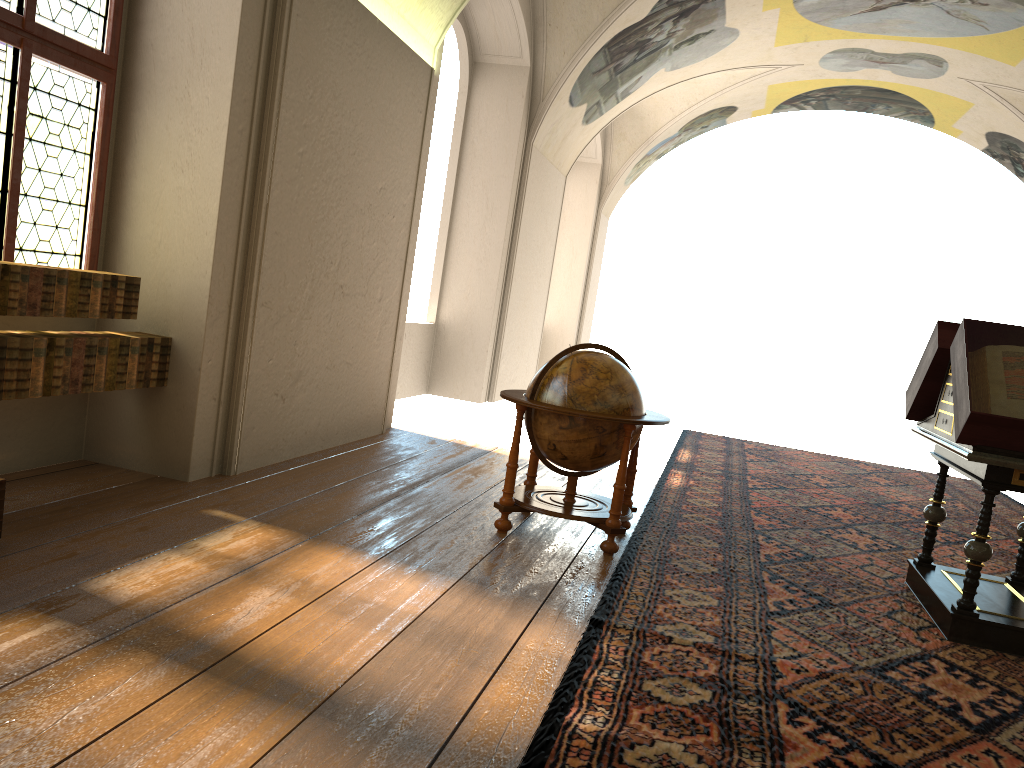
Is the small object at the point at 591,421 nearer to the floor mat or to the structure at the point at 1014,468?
the floor mat

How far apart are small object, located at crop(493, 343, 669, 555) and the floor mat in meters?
0.1 m

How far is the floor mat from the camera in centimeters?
363cm

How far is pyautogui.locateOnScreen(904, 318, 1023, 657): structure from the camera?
5.1 meters

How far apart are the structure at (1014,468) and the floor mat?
0.0m

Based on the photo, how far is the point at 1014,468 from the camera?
5.1m

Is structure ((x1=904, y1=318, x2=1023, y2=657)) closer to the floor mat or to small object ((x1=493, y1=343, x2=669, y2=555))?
the floor mat

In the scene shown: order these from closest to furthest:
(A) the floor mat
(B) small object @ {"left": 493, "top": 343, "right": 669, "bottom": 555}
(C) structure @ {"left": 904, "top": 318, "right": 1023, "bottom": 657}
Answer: (A) the floor mat
(C) structure @ {"left": 904, "top": 318, "right": 1023, "bottom": 657}
(B) small object @ {"left": 493, "top": 343, "right": 669, "bottom": 555}

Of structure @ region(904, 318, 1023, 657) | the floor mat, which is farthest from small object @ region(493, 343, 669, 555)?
structure @ region(904, 318, 1023, 657)

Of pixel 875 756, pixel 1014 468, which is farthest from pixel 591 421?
pixel 875 756
